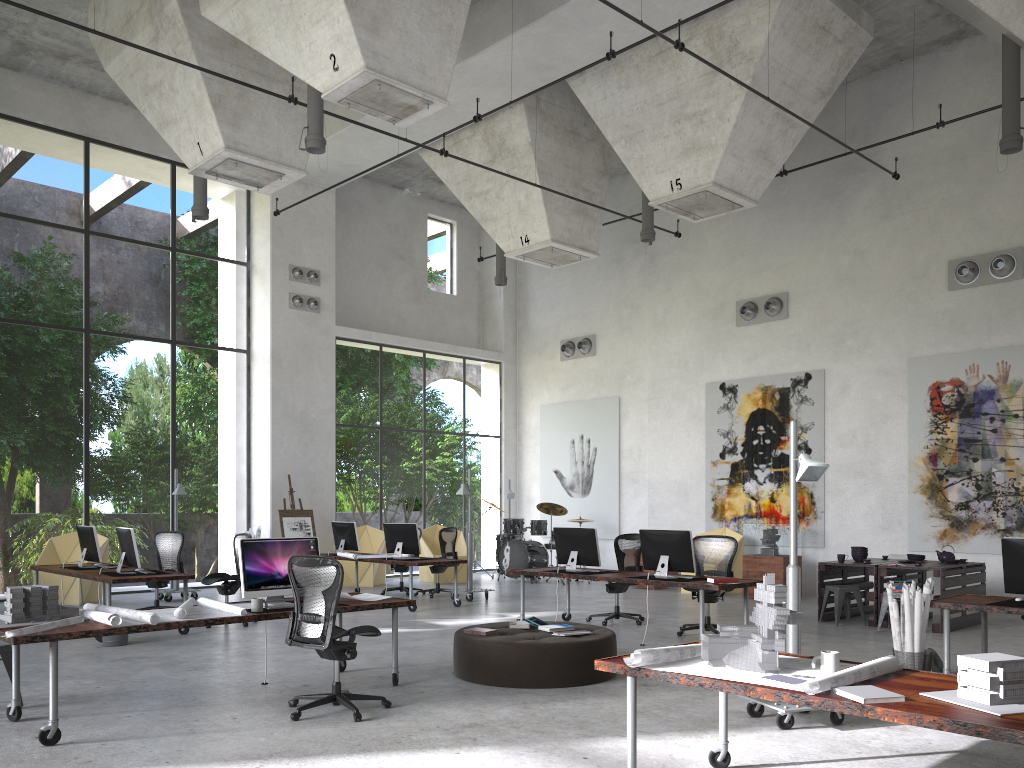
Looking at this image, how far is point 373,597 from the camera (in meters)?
7.53

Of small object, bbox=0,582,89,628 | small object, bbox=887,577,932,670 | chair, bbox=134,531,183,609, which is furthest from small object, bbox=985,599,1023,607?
chair, bbox=134,531,183,609

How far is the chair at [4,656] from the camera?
6.42m

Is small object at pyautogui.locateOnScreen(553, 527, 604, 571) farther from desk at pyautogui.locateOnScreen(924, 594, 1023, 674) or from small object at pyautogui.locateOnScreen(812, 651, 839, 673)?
small object at pyautogui.locateOnScreen(812, 651, 839, 673)

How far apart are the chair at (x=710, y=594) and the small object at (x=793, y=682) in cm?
625

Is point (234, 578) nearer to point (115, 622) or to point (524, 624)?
point (524, 624)

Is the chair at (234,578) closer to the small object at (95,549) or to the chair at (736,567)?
the small object at (95,549)

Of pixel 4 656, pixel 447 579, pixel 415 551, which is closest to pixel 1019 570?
pixel 4 656

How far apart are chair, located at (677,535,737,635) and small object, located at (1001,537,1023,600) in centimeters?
345cm

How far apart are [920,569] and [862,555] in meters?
1.0 m
